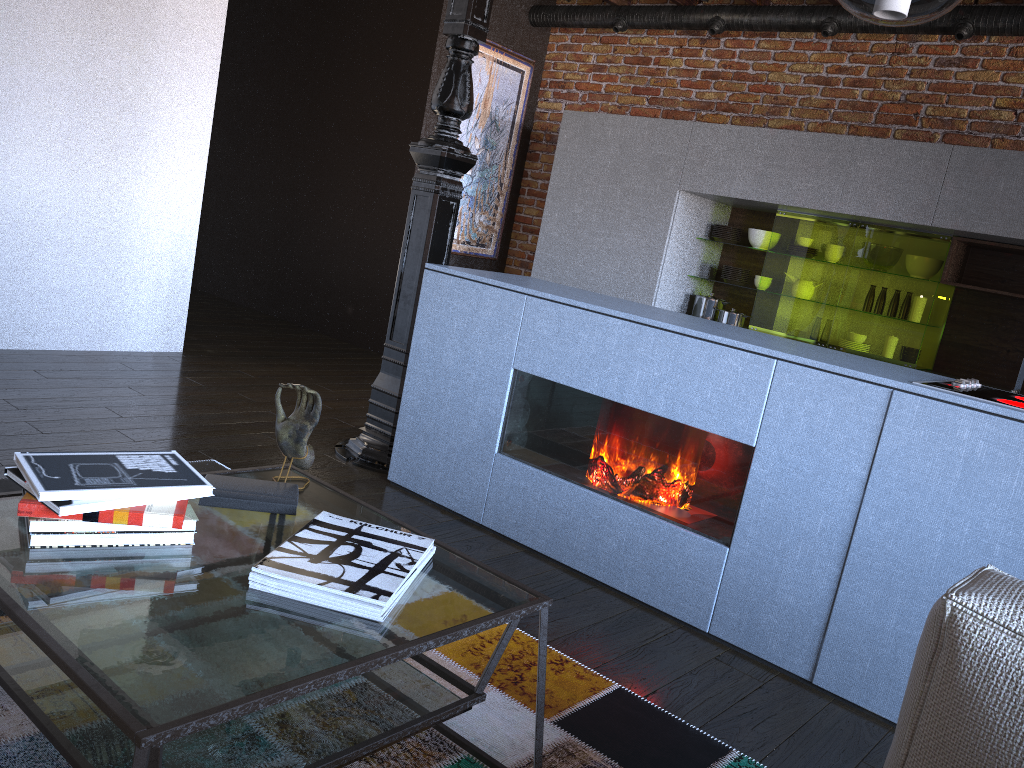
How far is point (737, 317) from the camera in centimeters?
519cm

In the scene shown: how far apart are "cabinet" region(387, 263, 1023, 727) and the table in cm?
102

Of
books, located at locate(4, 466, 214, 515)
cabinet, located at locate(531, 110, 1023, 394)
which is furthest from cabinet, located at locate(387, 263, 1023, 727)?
cabinet, located at locate(531, 110, 1023, 394)

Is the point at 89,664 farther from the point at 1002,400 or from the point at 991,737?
the point at 1002,400

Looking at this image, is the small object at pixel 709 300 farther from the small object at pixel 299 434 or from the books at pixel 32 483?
the books at pixel 32 483

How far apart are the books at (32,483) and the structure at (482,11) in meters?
1.9

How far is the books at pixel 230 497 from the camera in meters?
1.7 m

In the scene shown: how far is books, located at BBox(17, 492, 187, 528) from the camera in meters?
1.4 m

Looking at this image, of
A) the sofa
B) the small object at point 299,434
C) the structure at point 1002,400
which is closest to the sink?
the structure at point 1002,400

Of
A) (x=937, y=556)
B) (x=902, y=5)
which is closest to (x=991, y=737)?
(x=937, y=556)
